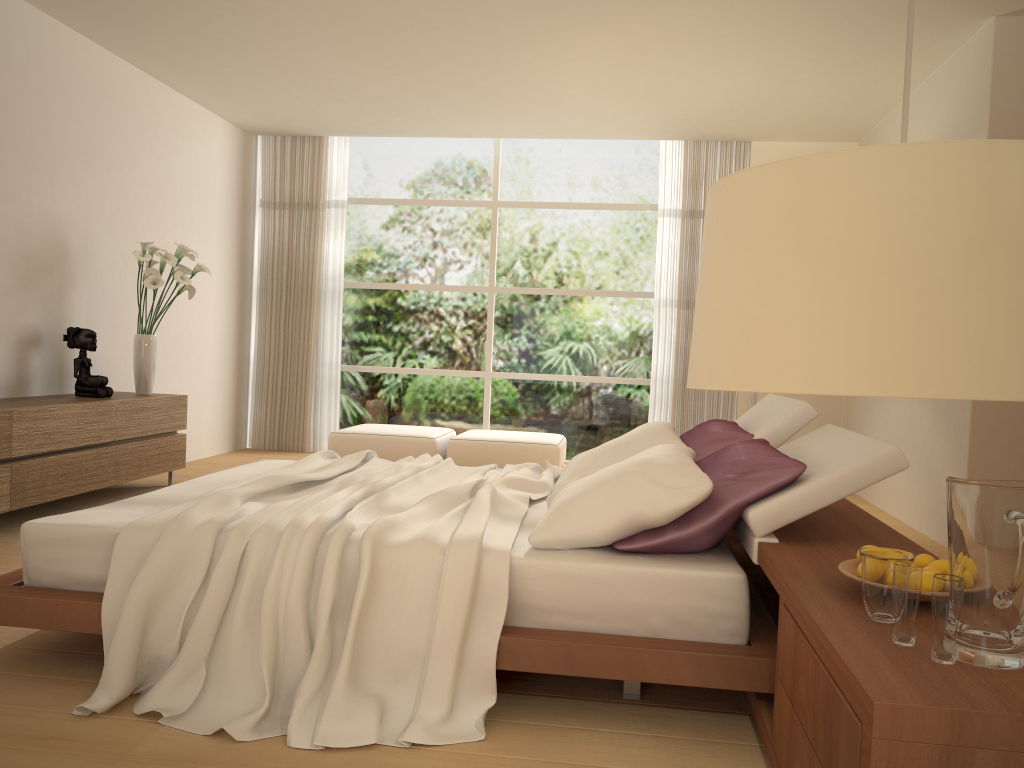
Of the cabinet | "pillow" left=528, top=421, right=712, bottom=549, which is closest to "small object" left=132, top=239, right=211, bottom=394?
the cabinet

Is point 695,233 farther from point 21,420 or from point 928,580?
Result: point 928,580

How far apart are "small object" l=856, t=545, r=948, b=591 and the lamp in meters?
1.3

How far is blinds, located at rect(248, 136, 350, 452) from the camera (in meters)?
8.69

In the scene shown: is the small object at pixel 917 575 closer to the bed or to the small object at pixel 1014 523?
the small object at pixel 1014 523

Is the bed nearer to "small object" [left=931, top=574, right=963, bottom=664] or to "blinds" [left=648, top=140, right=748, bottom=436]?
"small object" [left=931, top=574, right=963, bottom=664]

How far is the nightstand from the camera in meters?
1.4

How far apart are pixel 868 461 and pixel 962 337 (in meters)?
1.96

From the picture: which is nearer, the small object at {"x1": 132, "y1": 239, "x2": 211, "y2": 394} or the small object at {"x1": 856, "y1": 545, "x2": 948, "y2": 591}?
the small object at {"x1": 856, "y1": 545, "x2": 948, "y2": 591}

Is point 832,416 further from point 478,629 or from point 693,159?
point 478,629
